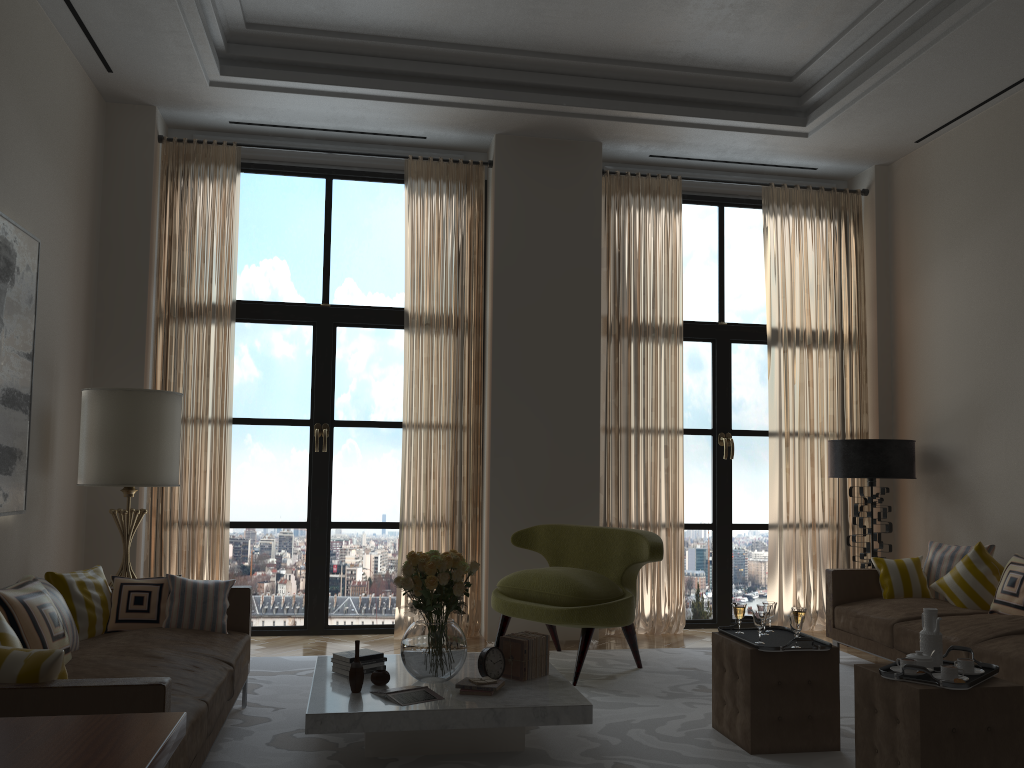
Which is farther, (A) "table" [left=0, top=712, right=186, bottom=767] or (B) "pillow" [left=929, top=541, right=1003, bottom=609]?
(B) "pillow" [left=929, top=541, right=1003, bottom=609]

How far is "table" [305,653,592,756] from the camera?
4.75m

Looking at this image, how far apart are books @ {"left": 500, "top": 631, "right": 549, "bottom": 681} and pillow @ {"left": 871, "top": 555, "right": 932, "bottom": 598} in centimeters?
373cm

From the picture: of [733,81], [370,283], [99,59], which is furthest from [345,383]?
[733,81]

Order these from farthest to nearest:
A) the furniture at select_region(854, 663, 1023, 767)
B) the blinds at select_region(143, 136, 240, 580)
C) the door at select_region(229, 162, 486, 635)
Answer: the door at select_region(229, 162, 486, 635) < the blinds at select_region(143, 136, 240, 580) < the furniture at select_region(854, 663, 1023, 767)

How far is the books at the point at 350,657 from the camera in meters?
5.6 m

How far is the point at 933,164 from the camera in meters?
9.0

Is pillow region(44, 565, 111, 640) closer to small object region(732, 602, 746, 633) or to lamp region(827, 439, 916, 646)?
small object region(732, 602, 746, 633)

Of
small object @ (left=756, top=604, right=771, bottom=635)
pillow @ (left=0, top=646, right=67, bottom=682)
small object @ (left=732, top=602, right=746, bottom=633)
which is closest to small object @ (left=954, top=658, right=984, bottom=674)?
small object @ (left=756, top=604, right=771, bottom=635)

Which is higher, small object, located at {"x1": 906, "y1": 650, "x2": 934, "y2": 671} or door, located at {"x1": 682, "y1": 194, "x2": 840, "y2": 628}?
door, located at {"x1": 682, "y1": 194, "x2": 840, "y2": 628}
